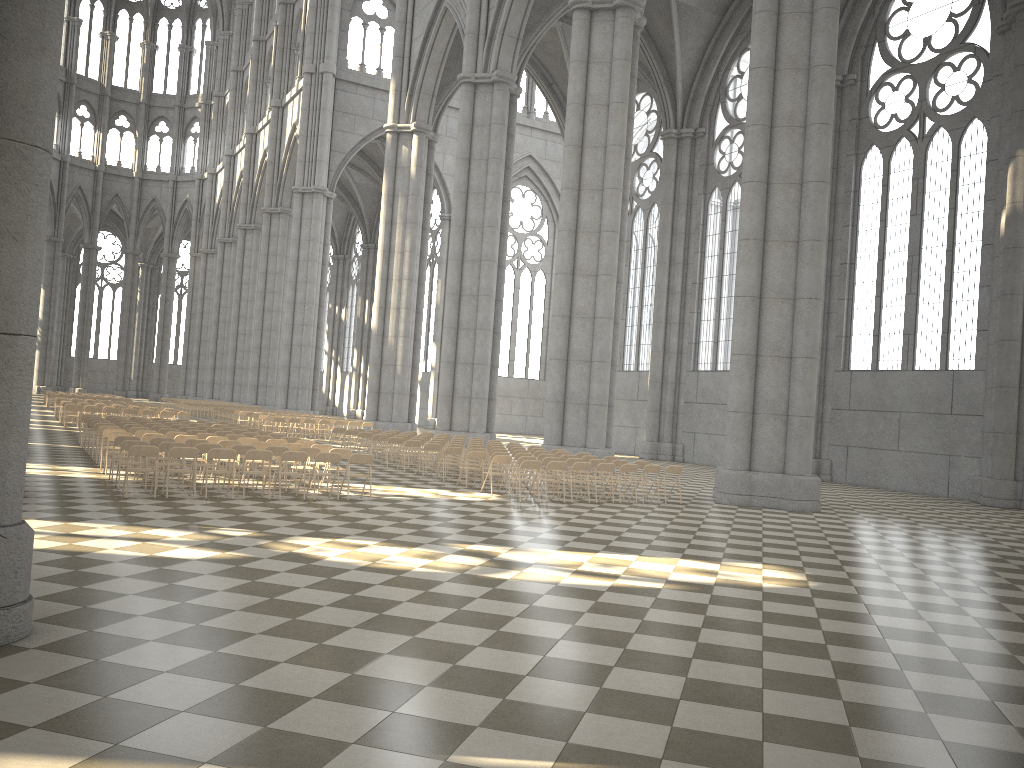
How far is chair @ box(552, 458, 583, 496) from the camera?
18.7 meters

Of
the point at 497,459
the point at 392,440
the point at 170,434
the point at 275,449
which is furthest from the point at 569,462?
the point at 170,434

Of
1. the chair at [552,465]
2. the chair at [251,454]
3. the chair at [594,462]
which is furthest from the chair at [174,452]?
the chair at [594,462]

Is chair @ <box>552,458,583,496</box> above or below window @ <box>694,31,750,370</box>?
below

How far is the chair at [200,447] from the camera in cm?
1509

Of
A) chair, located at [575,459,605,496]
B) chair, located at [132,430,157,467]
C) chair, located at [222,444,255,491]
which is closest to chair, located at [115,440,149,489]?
chair, located at [222,444,255,491]

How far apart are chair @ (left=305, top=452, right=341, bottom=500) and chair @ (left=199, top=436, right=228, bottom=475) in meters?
3.6

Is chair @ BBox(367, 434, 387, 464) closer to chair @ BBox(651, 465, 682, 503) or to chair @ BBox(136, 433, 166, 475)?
chair @ BBox(136, 433, 166, 475)

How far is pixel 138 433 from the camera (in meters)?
17.82

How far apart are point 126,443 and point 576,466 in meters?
8.2 m
